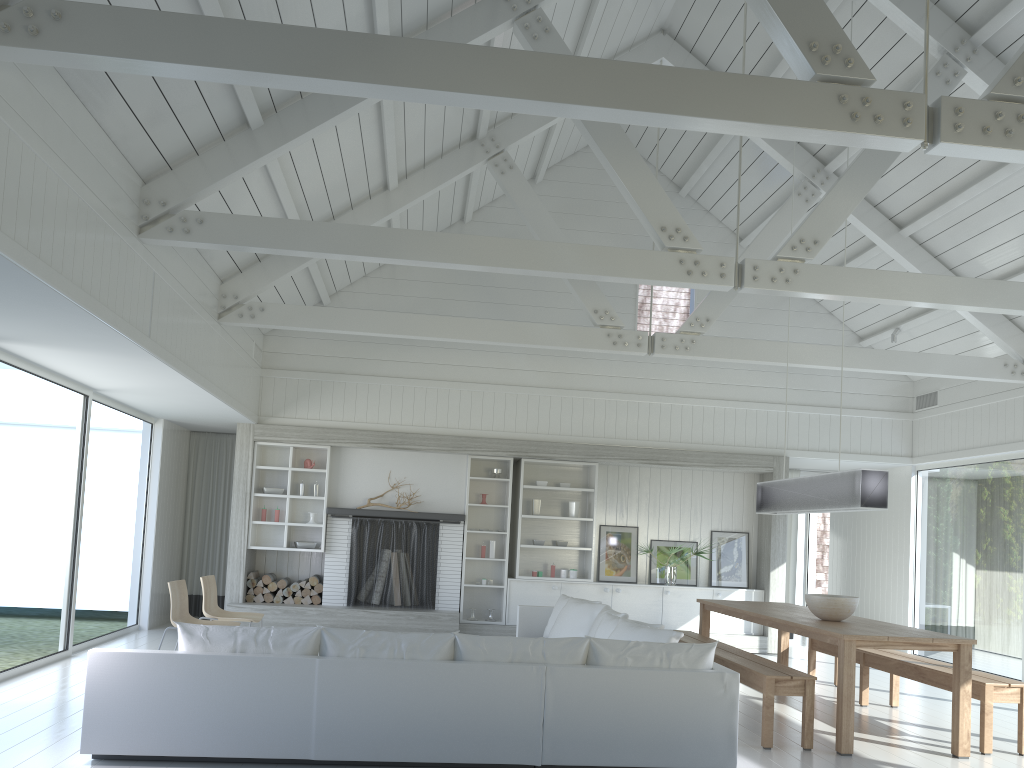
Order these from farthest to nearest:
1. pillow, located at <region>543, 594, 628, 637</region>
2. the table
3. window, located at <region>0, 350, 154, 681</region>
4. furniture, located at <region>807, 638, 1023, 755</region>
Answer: pillow, located at <region>543, 594, 628, 637</region>
window, located at <region>0, 350, 154, 681</region>
furniture, located at <region>807, 638, 1023, 755</region>
the table

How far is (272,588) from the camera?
10.1 meters

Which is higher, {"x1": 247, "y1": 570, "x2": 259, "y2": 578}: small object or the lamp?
the lamp

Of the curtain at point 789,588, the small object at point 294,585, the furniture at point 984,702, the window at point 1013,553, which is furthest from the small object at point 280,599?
the window at point 1013,553

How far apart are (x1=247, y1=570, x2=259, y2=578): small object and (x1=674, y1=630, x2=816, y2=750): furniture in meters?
5.0 m

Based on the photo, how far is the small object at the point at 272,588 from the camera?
10.1m

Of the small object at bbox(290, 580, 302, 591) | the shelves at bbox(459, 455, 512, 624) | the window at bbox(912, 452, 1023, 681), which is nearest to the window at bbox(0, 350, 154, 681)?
the small object at bbox(290, 580, 302, 591)

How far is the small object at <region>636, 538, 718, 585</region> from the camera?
10.55m

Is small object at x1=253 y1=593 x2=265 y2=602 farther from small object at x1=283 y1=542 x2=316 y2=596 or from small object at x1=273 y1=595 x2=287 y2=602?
small object at x1=283 y1=542 x2=316 y2=596

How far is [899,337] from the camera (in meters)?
10.61
